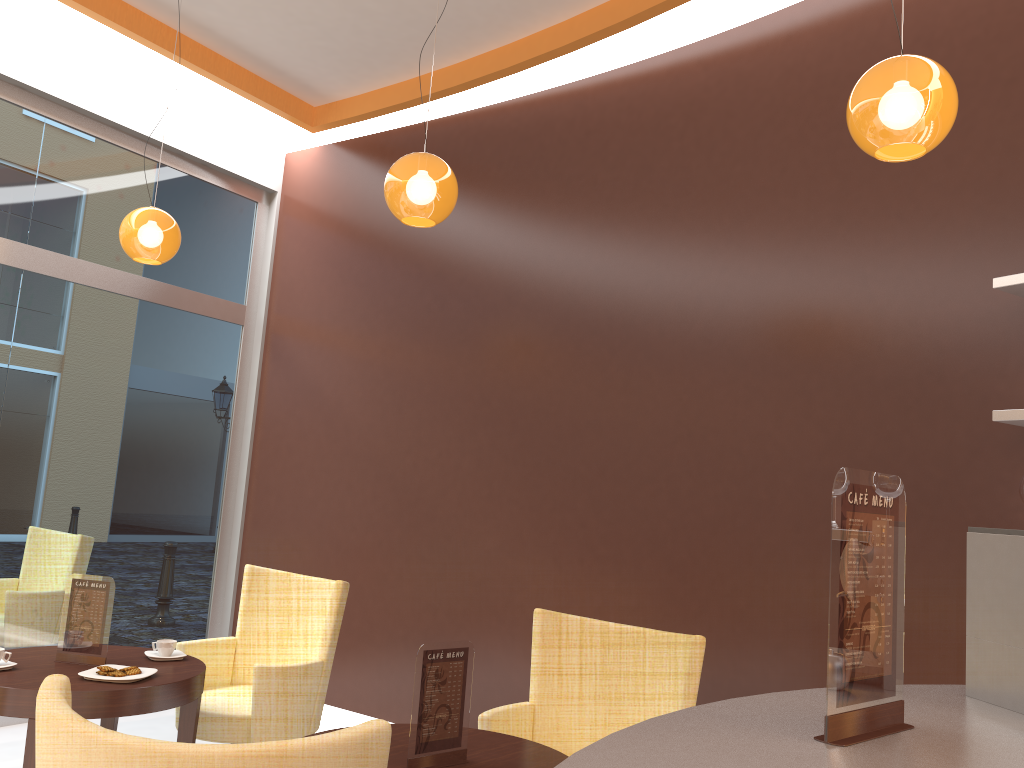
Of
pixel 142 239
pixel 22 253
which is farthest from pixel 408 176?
pixel 22 253

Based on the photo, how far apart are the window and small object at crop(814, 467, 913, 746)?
4.8m

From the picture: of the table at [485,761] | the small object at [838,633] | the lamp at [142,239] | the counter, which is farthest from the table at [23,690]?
the small object at [838,633]

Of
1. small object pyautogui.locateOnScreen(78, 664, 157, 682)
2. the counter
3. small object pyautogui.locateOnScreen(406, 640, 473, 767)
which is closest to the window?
small object pyautogui.locateOnScreen(78, 664, 157, 682)

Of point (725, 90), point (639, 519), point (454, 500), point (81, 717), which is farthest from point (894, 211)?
point (81, 717)

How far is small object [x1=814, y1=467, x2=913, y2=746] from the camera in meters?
1.4 m

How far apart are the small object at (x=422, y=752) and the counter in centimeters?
110cm

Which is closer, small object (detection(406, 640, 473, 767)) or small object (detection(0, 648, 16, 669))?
small object (detection(406, 640, 473, 767))

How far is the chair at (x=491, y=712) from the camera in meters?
3.1 m

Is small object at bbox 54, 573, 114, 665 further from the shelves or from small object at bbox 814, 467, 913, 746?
the shelves
